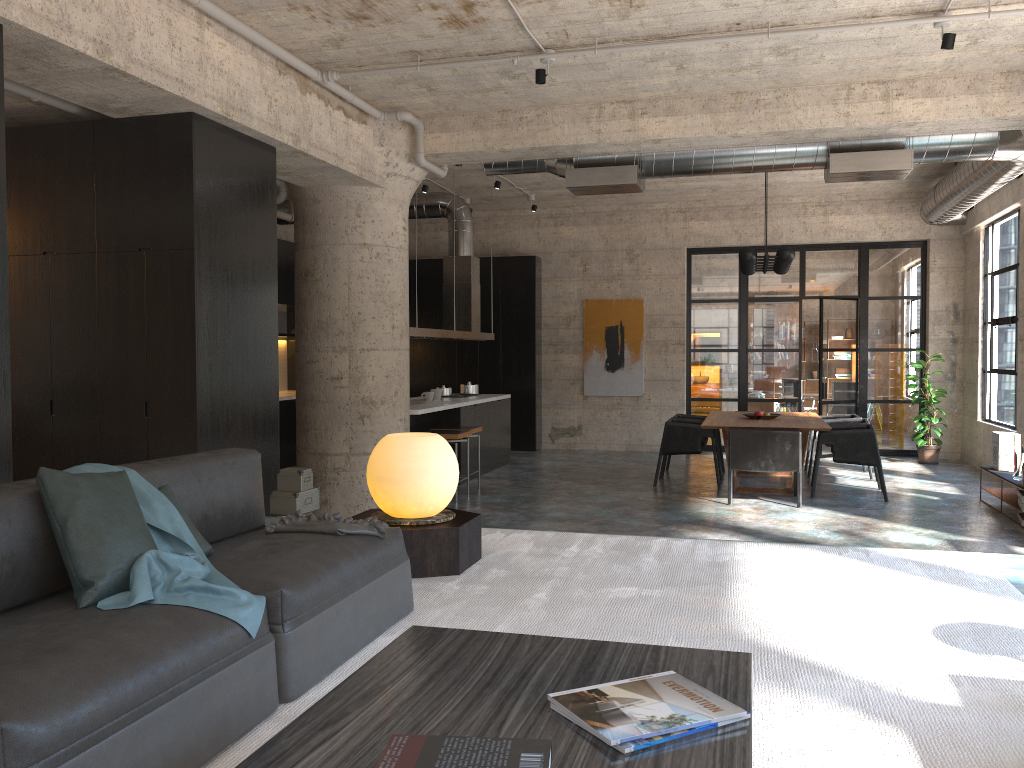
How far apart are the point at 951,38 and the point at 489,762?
5.7m

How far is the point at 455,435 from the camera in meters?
9.0 m

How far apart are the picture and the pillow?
11.1 meters

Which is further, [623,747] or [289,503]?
[289,503]

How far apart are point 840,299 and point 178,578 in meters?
11.9 m

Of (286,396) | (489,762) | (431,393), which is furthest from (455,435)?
(489,762)

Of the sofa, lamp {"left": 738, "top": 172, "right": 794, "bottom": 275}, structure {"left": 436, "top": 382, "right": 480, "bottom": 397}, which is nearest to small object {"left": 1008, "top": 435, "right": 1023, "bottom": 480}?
lamp {"left": 738, "top": 172, "right": 794, "bottom": 275}

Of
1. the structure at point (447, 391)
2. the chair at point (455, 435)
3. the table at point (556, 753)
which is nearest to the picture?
the structure at point (447, 391)

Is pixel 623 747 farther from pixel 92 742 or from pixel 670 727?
pixel 92 742

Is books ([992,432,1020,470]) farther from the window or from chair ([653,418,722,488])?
chair ([653,418,722,488])
